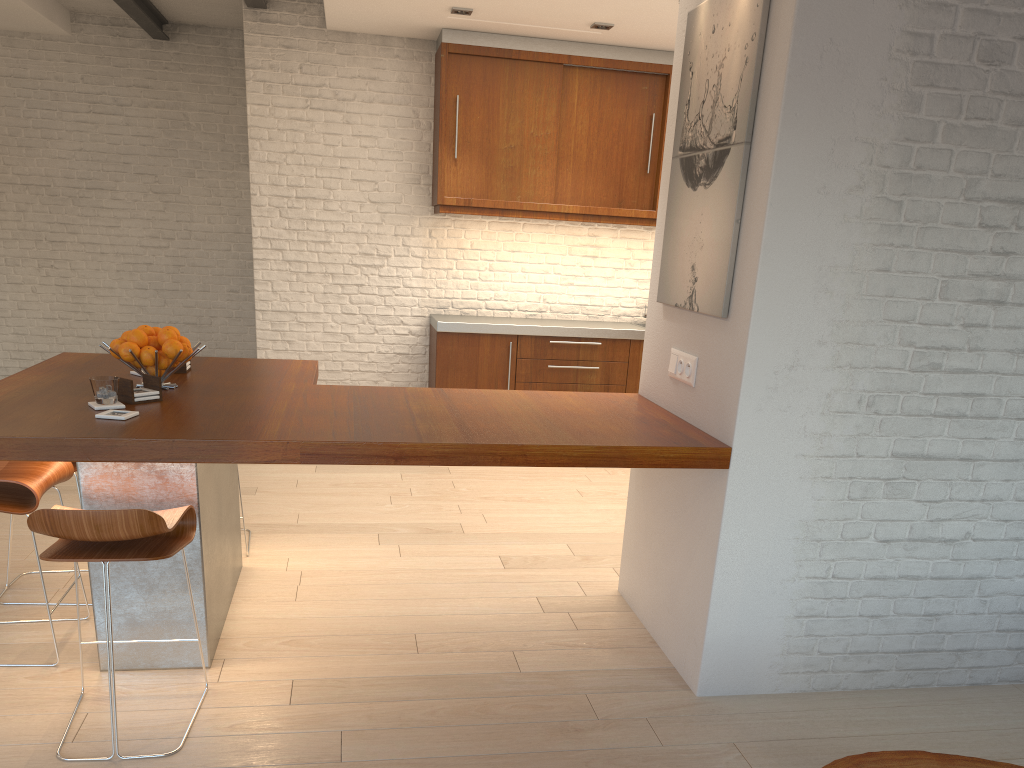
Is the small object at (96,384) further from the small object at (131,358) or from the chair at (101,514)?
the chair at (101,514)

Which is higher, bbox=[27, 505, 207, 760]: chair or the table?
bbox=[27, 505, 207, 760]: chair

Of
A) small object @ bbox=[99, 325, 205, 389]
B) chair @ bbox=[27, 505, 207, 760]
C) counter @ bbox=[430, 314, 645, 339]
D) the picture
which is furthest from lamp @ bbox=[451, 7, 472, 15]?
chair @ bbox=[27, 505, 207, 760]

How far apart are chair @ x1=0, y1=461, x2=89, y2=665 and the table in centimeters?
250cm

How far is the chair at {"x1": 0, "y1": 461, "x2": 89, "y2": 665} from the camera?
2.9 meters

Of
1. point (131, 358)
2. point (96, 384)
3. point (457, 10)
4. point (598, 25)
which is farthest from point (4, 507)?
point (598, 25)

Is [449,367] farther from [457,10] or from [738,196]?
[738,196]

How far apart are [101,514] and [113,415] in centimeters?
50cm

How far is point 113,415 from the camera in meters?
2.7

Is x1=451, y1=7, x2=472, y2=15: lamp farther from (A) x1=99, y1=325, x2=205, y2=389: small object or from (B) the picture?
(A) x1=99, y1=325, x2=205, y2=389: small object
